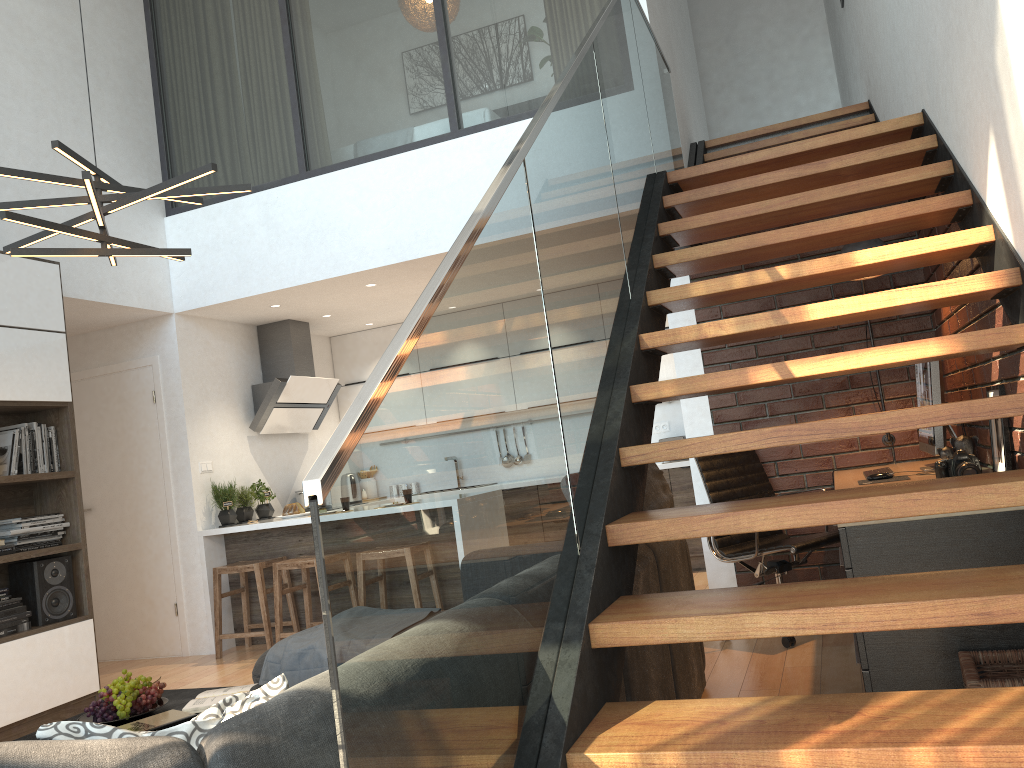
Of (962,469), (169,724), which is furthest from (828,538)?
(169,724)

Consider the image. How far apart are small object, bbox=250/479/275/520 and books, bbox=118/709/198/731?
3.8m

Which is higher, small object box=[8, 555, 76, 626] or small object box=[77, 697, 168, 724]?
small object box=[8, 555, 76, 626]

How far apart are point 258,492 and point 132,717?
3.73m

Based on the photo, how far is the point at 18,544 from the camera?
4.6 meters

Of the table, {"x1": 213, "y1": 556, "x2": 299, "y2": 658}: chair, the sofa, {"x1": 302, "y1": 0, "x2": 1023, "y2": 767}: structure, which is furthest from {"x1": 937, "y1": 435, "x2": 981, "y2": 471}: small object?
{"x1": 213, "y1": 556, "x2": 299, "y2": 658}: chair

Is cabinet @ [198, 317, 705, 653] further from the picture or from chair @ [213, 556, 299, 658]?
the picture

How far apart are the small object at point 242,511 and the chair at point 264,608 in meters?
0.4

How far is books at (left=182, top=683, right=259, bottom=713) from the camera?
3.0 meters

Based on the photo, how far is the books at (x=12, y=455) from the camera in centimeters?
463cm
